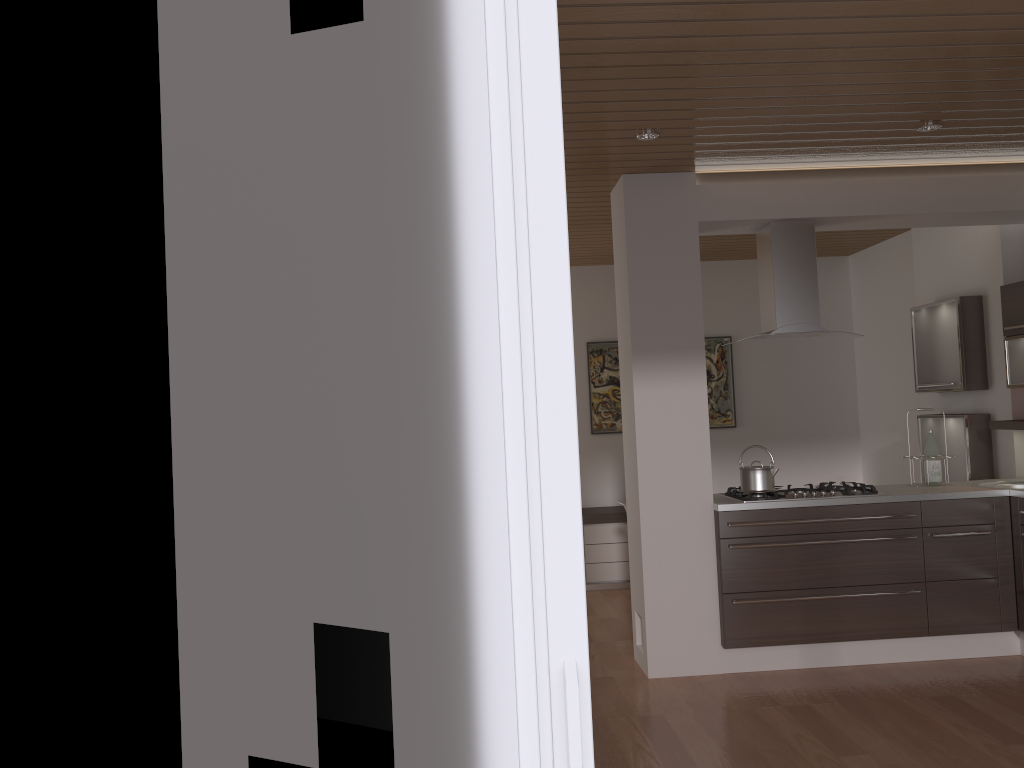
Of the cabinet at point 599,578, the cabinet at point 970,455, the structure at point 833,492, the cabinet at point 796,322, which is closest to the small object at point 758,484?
the structure at point 833,492

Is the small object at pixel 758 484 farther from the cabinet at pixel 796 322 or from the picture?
the picture

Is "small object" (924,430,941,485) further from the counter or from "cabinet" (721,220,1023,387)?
"cabinet" (721,220,1023,387)

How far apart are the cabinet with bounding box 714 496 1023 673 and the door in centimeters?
353cm

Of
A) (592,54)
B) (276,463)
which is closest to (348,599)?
(276,463)

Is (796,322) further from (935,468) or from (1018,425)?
(1018,425)

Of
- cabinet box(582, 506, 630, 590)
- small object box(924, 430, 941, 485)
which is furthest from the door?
cabinet box(582, 506, 630, 590)

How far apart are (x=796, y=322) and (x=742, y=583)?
1.5m

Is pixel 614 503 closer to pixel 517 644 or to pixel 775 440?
pixel 775 440

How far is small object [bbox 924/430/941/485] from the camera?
5.09m
